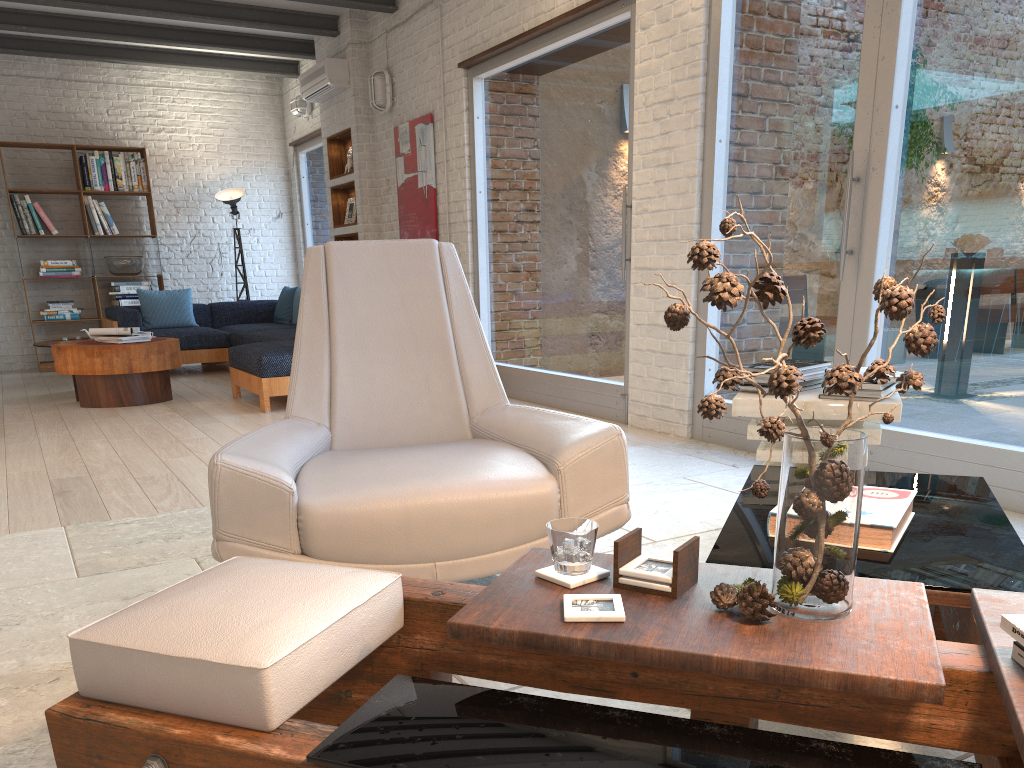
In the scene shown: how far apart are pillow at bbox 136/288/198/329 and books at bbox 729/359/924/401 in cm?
743

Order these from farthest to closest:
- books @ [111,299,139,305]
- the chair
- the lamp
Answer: the lamp < books @ [111,299,139,305] < the chair

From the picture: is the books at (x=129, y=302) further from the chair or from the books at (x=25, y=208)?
the chair

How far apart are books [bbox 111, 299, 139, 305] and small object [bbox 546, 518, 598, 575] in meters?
9.1 m

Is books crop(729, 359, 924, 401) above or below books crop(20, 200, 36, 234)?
below

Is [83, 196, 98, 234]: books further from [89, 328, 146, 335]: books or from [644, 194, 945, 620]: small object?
[644, 194, 945, 620]: small object

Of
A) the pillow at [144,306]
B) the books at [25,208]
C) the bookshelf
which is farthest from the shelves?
the books at [25,208]

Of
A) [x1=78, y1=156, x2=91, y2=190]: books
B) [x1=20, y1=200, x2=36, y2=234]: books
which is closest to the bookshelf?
[x1=78, y1=156, x2=91, y2=190]: books

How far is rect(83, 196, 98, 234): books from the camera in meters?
9.3

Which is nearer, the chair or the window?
the chair
